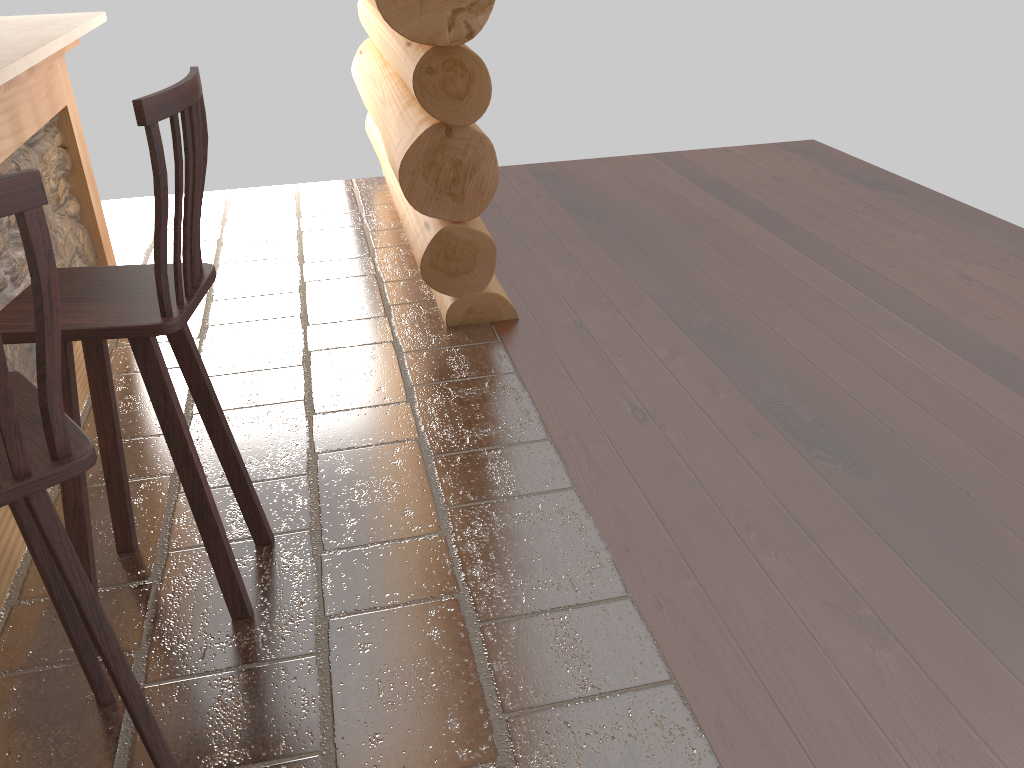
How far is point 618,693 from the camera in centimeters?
206cm

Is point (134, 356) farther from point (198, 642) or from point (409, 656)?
point (409, 656)

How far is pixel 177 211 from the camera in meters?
1.9

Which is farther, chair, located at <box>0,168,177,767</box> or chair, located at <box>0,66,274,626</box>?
chair, located at <box>0,66,274,626</box>

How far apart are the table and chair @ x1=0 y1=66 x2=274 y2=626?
0.3m

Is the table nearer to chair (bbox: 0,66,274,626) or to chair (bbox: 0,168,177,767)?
chair (bbox: 0,66,274,626)

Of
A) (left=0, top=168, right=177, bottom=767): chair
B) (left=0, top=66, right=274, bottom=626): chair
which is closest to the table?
(left=0, top=66, right=274, bottom=626): chair

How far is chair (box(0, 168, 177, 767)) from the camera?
1.2 meters

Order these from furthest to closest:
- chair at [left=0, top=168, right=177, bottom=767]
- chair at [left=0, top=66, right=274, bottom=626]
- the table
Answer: the table → chair at [left=0, top=66, right=274, bottom=626] → chair at [left=0, top=168, right=177, bottom=767]

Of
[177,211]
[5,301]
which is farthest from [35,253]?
[5,301]
